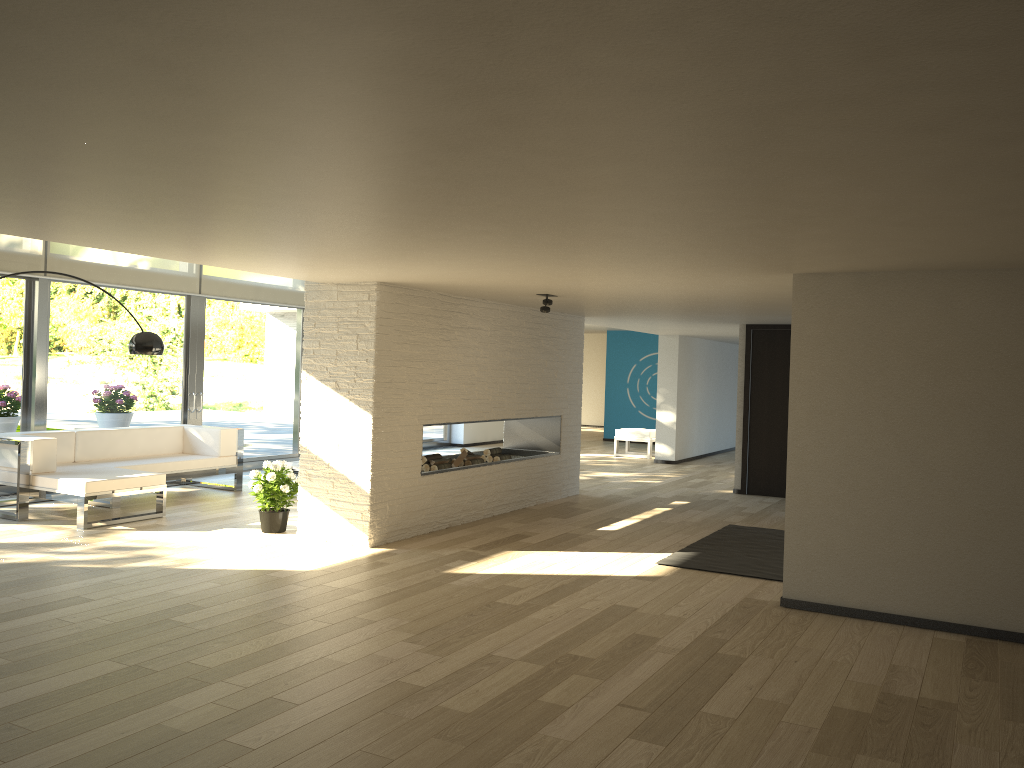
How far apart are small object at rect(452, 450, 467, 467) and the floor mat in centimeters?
234cm

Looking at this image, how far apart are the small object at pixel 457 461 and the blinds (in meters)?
4.00

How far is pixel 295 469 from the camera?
8.9 meters

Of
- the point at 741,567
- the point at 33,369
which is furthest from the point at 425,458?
the point at 33,369

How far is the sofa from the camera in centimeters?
706cm

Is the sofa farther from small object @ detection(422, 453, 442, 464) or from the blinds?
small object @ detection(422, 453, 442, 464)

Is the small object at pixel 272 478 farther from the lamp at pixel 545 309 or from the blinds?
the blinds

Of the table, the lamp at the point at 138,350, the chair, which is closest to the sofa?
the table

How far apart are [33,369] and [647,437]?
8.8m

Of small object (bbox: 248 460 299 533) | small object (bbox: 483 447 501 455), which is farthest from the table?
small object (bbox: 483 447 501 455)
